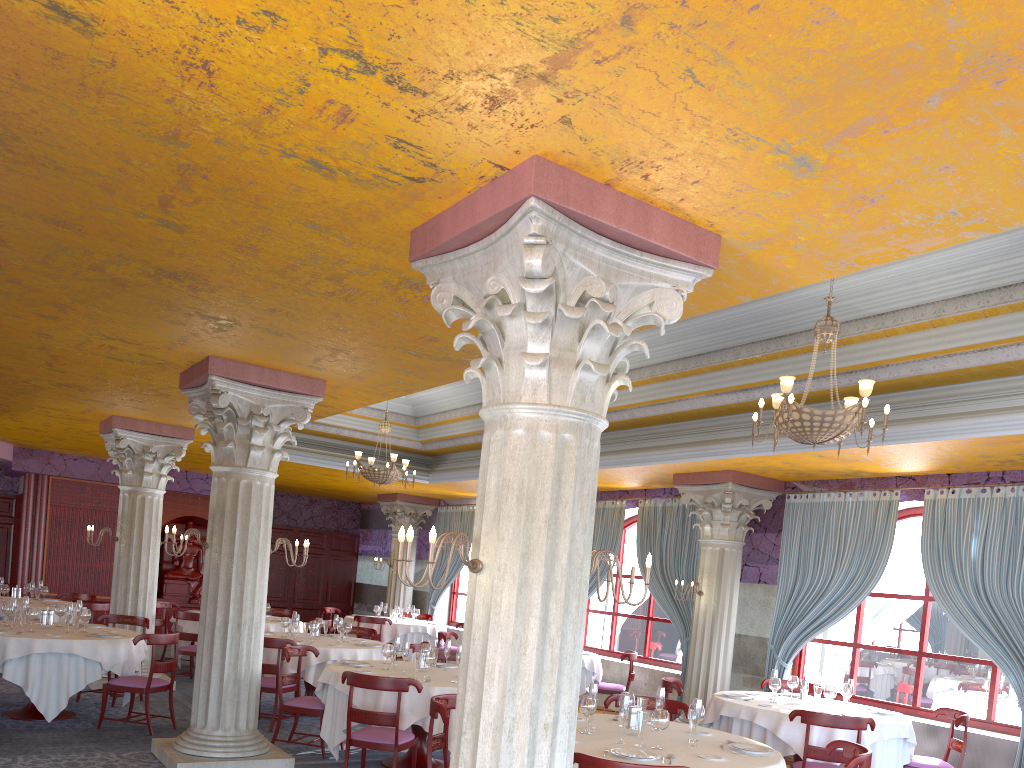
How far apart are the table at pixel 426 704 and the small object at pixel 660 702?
2.10m

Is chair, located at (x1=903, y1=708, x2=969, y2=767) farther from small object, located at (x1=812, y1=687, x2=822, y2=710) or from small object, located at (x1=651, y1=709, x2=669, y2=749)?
small object, located at (x1=651, y1=709, x2=669, y2=749)

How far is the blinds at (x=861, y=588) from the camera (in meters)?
10.16

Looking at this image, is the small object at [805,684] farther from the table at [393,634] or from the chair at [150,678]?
Result: the table at [393,634]

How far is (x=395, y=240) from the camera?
4.65m

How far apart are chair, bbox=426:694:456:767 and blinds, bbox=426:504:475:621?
11.69m

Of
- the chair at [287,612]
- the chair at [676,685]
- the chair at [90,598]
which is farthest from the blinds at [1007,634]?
the chair at [90,598]

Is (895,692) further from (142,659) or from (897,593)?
(142,659)

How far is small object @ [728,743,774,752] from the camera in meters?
5.6 m

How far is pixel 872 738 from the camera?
7.63m
